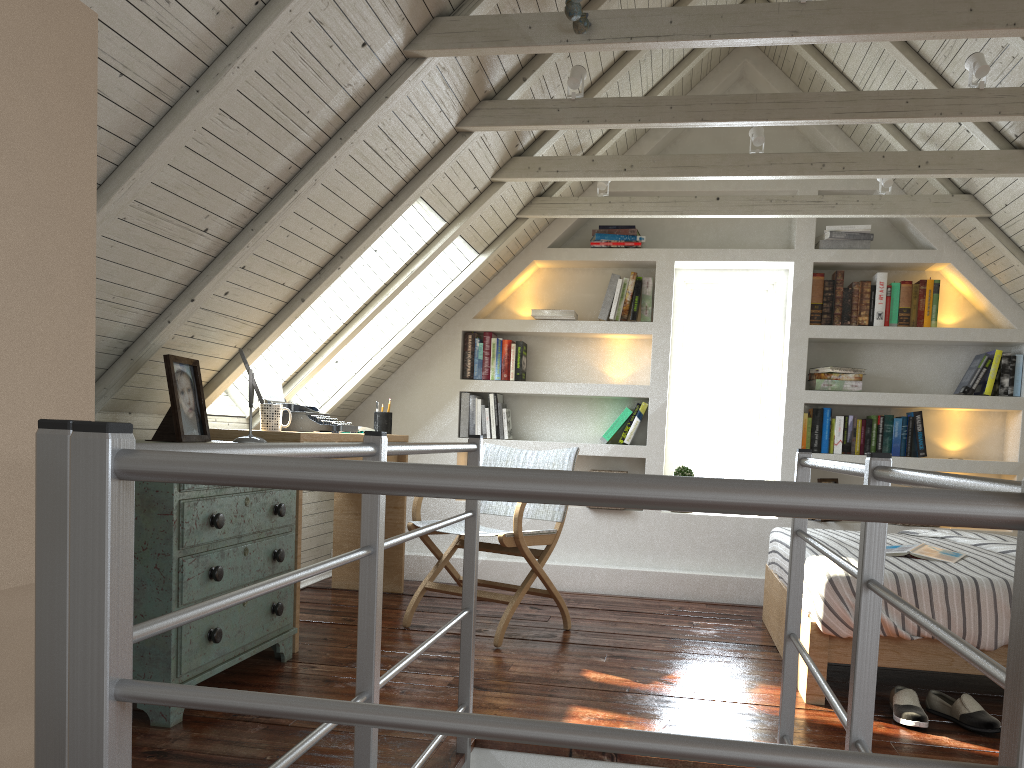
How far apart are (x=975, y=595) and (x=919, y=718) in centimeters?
41cm

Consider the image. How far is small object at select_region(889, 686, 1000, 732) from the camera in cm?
253

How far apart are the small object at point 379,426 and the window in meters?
1.7

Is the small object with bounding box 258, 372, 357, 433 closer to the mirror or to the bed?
the mirror

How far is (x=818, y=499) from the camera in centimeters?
55cm

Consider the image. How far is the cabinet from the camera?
2.3m

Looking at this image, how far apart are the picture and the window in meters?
2.9 m

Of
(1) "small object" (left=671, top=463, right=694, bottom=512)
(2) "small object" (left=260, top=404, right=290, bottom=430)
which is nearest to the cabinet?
(2) "small object" (left=260, top=404, right=290, bottom=430)

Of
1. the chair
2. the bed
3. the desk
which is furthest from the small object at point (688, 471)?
the desk

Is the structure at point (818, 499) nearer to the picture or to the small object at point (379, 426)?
the picture
